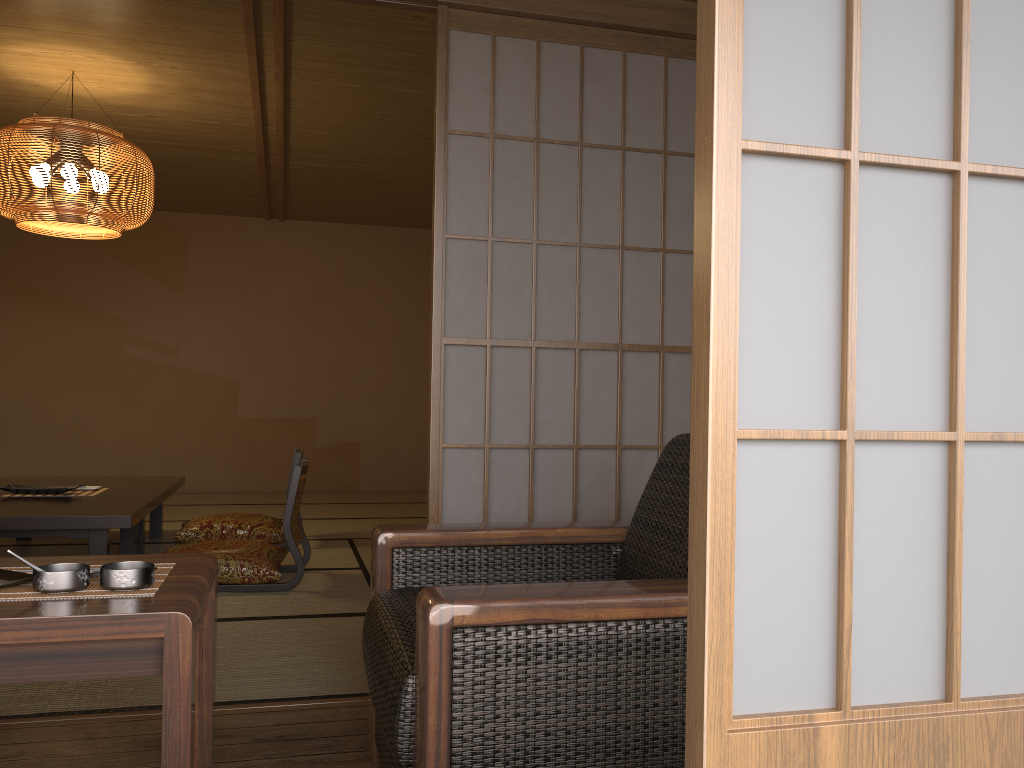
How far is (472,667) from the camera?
1.3m

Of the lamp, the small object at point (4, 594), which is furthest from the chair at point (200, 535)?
the small object at point (4, 594)

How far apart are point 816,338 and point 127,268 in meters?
6.3

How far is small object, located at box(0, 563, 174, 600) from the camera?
1.41m

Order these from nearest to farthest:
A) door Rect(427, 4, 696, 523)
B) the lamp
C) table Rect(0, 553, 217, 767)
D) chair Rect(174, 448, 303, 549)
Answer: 1. table Rect(0, 553, 217, 767)
2. door Rect(427, 4, 696, 523)
3. the lamp
4. chair Rect(174, 448, 303, 549)

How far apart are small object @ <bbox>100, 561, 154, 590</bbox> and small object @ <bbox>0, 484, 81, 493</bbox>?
3.08m

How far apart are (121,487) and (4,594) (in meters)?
3.49

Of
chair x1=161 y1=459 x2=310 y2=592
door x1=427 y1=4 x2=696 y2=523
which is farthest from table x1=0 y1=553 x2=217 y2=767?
chair x1=161 y1=459 x2=310 y2=592

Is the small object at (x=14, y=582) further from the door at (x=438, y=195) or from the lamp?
the lamp

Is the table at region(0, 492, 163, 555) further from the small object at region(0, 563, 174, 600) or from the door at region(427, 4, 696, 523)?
the small object at region(0, 563, 174, 600)
